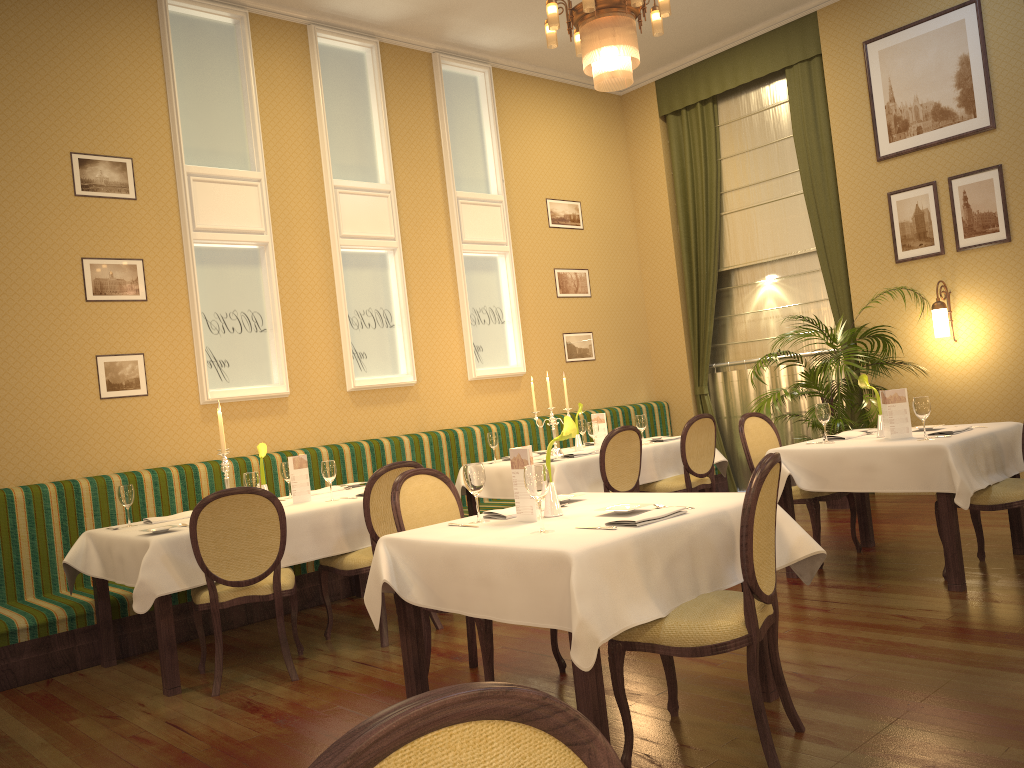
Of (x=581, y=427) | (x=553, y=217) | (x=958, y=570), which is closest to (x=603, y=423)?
(x=581, y=427)

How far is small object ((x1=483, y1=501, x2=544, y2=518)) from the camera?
3.44m

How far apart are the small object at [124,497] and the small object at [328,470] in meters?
1.0

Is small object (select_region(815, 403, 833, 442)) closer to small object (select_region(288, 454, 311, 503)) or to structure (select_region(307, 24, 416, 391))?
small object (select_region(288, 454, 311, 503))

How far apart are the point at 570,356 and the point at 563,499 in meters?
5.3

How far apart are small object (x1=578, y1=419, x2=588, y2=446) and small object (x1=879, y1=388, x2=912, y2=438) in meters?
2.8

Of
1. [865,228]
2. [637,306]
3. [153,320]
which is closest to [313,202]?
[153,320]

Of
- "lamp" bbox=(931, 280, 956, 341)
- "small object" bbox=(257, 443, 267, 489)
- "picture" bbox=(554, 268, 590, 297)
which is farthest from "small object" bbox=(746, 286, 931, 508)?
"small object" bbox=(257, 443, 267, 489)

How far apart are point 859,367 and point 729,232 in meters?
2.8 m

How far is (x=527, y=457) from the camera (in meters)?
3.28
